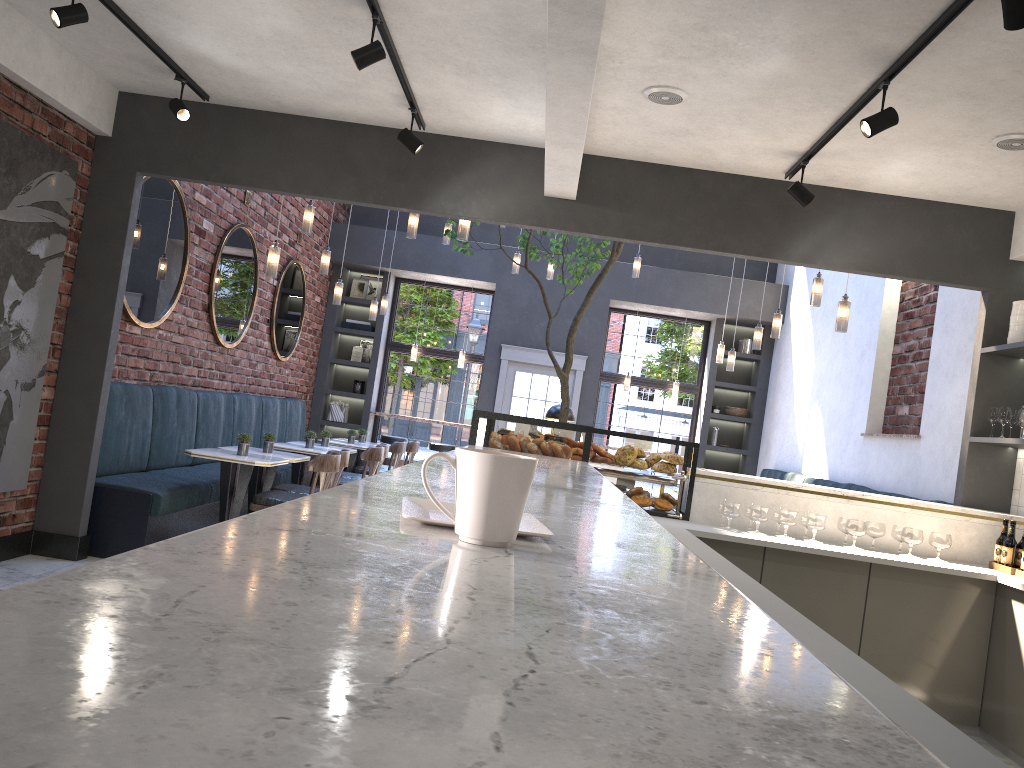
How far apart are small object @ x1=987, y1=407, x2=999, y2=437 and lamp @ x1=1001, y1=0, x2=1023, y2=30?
3.1 meters

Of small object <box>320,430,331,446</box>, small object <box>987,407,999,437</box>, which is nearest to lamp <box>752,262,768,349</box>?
small object <box>987,407,999,437</box>

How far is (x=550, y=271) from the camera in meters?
10.4

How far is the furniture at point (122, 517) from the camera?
5.8m

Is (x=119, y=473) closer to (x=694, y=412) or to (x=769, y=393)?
(x=694, y=412)

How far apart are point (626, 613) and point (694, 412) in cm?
1172

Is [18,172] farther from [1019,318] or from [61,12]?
[1019,318]

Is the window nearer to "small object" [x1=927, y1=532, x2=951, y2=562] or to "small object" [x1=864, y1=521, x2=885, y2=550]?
"small object" [x1=864, y1=521, x2=885, y2=550]

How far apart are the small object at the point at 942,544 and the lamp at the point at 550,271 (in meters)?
6.29

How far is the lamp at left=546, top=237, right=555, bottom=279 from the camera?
10.4 meters
